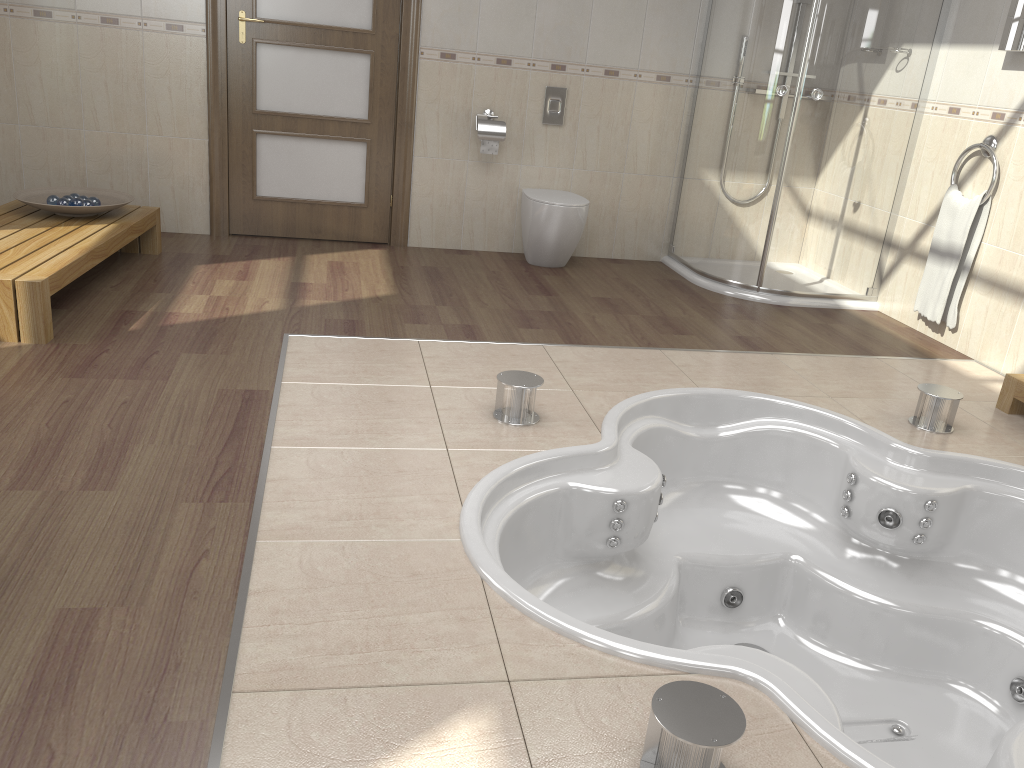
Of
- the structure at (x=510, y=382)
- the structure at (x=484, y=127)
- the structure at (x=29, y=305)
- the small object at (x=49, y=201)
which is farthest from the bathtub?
the small object at (x=49, y=201)

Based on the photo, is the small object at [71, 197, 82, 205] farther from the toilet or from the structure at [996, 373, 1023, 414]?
the structure at [996, 373, 1023, 414]

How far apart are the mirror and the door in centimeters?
286cm

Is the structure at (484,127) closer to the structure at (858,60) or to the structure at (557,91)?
the structure at (557,91)

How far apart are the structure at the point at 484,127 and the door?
0.48m

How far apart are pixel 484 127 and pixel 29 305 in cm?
255

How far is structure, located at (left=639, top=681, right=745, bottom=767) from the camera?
1.36m

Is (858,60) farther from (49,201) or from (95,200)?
(49,201)

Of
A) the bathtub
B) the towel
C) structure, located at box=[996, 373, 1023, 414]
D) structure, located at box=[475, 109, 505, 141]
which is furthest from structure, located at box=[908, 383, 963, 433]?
structure, located at box=[475, 109, 505, 141]

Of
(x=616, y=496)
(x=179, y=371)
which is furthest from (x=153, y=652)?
(x=179, y=371)
